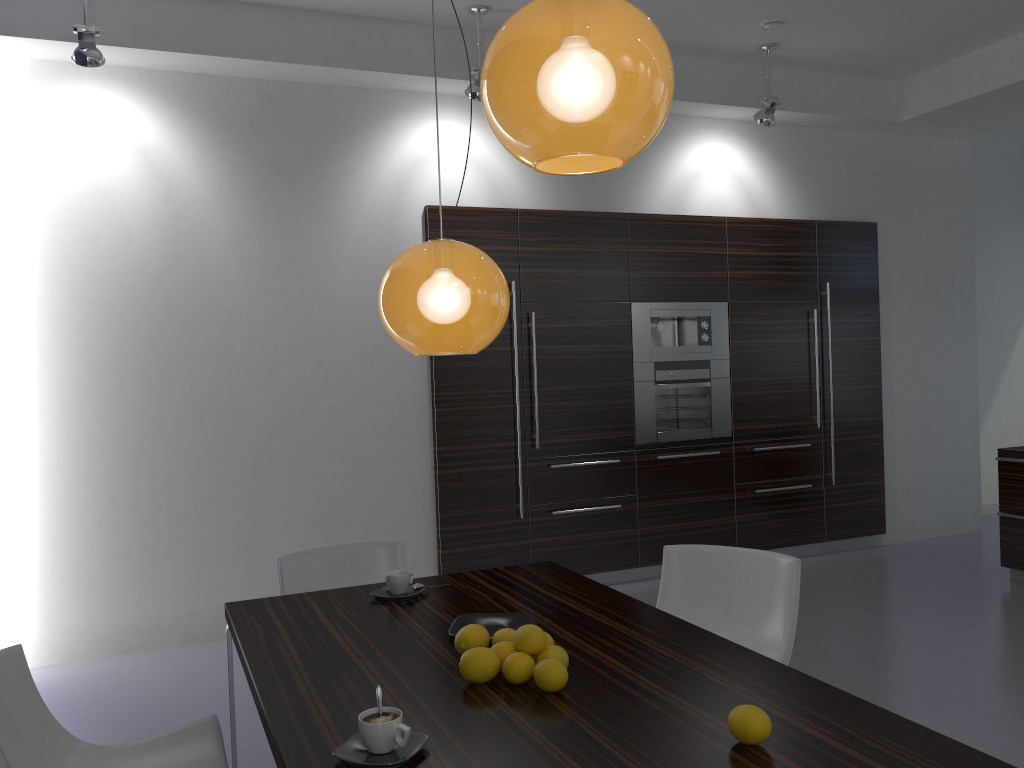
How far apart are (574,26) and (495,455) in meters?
4.3 m

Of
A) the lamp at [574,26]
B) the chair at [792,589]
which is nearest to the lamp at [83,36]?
the lamp at [574,26]

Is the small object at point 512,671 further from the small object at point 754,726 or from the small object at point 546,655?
the small object at point 754,726

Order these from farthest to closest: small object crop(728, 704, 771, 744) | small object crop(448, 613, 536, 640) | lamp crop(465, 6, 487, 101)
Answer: lamp crop(465, 6, 487, 101) → small object crop(448, 613, 536, 640) → small object crop(728, 704, 771, 744)

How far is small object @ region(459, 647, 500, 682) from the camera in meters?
2.0

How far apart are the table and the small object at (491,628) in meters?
0.0 m

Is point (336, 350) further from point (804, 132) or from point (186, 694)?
point (804, 132)

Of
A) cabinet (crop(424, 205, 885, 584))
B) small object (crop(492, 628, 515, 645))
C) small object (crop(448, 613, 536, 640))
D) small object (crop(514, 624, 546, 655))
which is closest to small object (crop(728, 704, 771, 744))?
small object (crop(514, 624, 546, 655))

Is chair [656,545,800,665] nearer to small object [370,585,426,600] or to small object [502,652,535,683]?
small object [370,585,426,600]

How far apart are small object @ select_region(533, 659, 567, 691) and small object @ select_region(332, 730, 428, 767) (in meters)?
0.32
